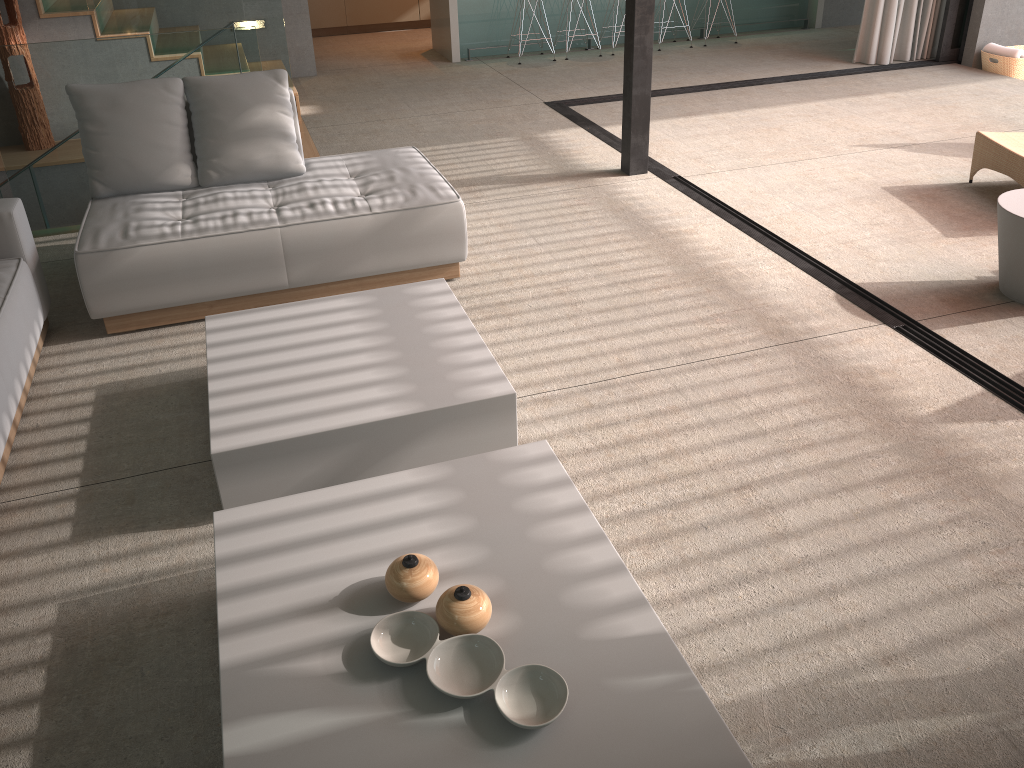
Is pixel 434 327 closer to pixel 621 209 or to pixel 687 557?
pixel 687 557

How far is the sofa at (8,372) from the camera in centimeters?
289cm

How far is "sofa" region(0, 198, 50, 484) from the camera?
2.9 meters

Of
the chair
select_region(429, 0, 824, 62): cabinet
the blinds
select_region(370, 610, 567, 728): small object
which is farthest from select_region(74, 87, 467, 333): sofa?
the blinds

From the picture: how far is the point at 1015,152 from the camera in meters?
4.6 m

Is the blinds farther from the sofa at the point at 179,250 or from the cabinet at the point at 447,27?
the sofa at the point at 179,250

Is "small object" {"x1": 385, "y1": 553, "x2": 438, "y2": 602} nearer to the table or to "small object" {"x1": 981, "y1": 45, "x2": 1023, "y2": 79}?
the table

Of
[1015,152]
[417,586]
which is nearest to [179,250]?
[417,586]

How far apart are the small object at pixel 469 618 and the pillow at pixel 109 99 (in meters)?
2.84

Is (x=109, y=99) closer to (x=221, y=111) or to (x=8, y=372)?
(x=221, y=111)
